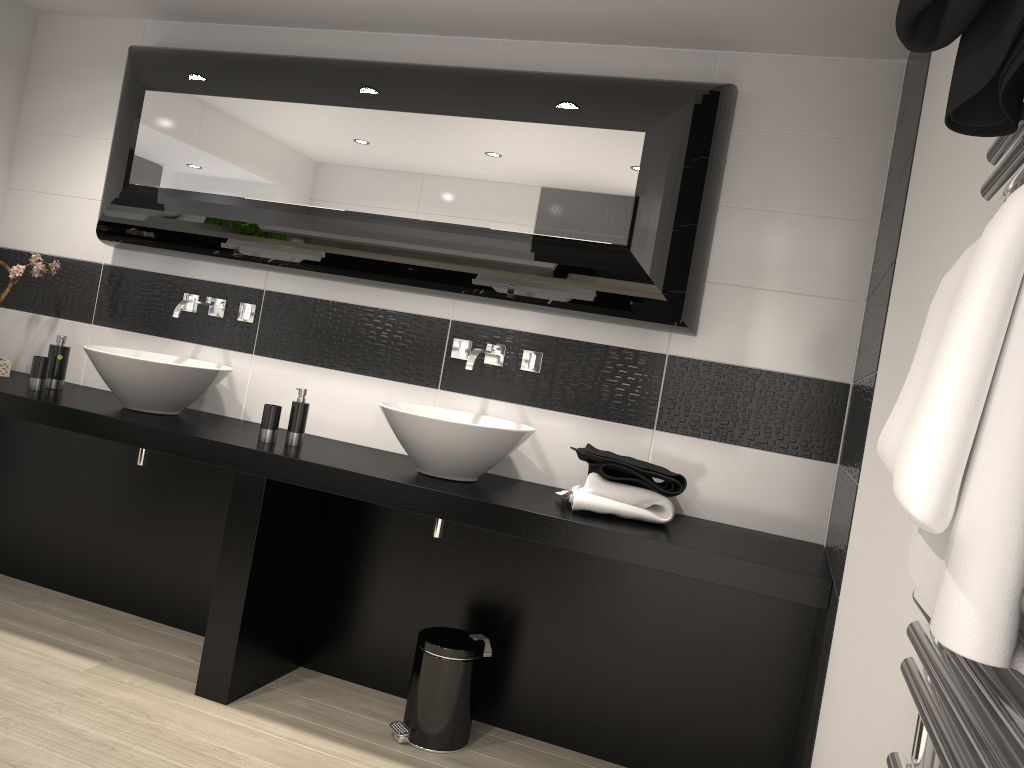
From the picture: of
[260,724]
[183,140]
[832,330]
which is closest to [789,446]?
[832,330]

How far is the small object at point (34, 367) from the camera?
3.51m

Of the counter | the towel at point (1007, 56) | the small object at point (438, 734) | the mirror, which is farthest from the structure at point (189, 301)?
the towel at point (1007, 56)

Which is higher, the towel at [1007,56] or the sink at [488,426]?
the towel at [1007,56]

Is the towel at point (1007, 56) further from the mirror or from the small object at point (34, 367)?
the small object at point (34, 367)

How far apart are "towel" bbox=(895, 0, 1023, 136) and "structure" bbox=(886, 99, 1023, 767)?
0.01m

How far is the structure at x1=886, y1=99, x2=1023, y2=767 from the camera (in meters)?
0.51

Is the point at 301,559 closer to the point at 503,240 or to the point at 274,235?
the point at 274,235

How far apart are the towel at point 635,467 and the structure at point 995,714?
2.0m

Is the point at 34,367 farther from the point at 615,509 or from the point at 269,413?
the point at 615,509
